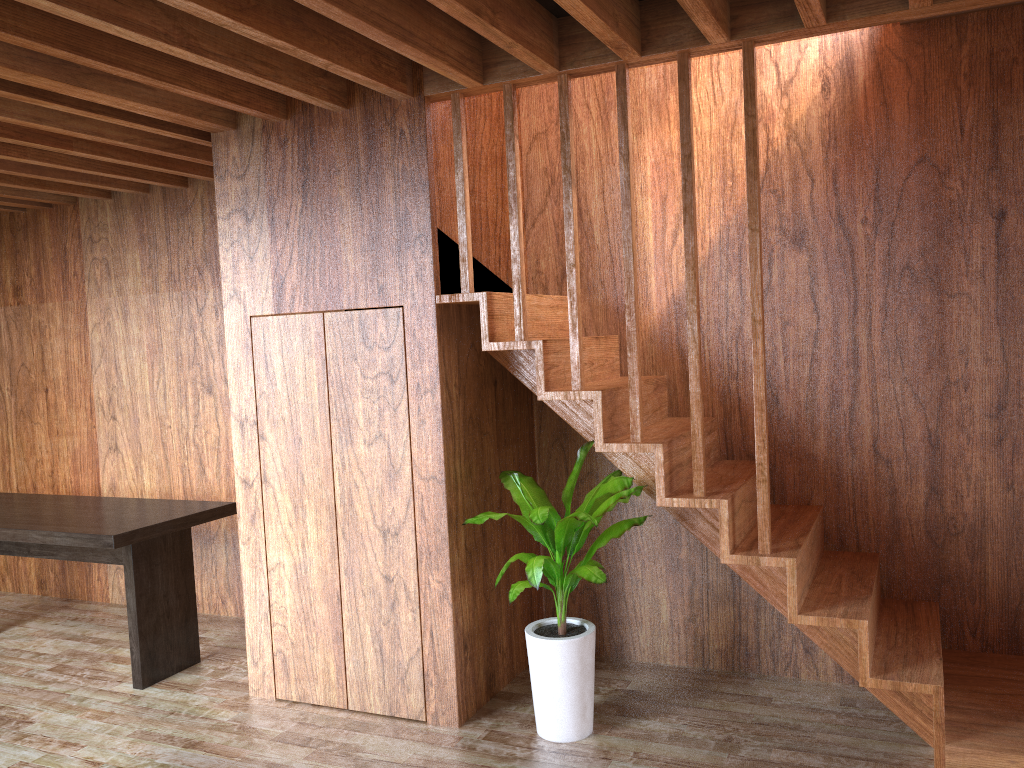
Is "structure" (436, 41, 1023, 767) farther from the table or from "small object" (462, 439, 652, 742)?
the table

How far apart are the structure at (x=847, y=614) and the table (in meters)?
1.57

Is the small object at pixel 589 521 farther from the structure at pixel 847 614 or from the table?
the table

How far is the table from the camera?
3.73m

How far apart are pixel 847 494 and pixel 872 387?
0.4 meters

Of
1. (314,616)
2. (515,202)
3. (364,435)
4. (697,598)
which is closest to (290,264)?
(364,435)

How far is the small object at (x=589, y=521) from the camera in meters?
3.0 m

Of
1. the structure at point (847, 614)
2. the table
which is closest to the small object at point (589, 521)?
the structure at point (847, 614)

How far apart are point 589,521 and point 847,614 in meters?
0.9

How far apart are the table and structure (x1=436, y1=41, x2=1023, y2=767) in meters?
1.6
